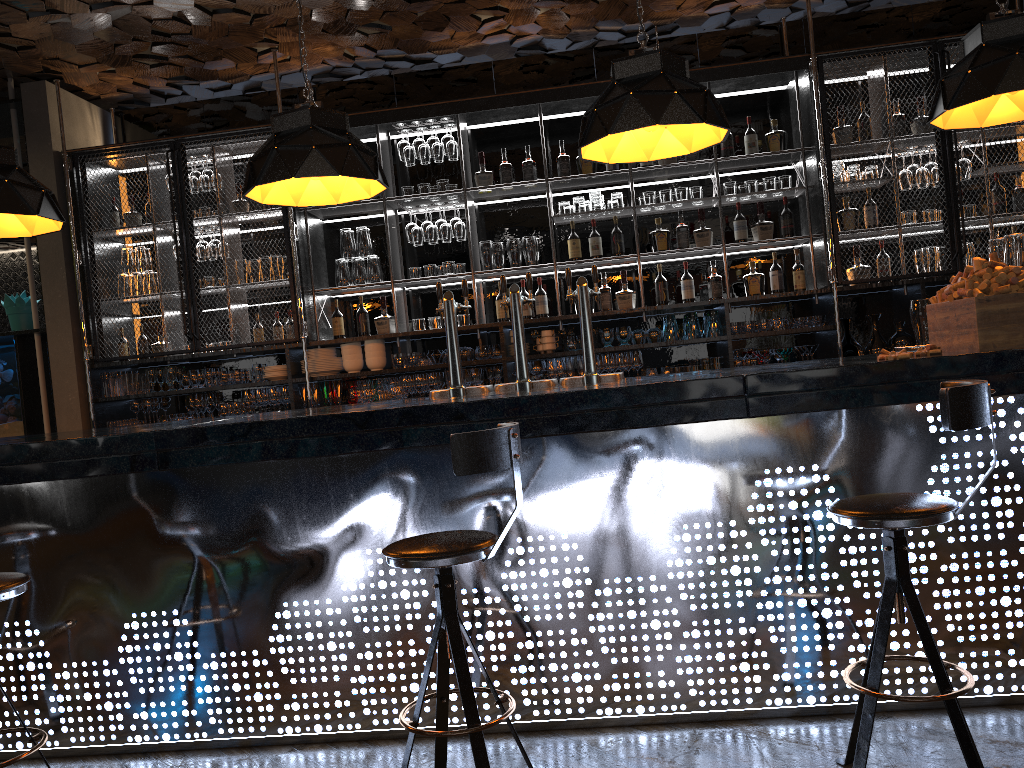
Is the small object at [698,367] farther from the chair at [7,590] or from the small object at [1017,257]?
the chair at [7,590]

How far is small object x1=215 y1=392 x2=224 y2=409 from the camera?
6.37m

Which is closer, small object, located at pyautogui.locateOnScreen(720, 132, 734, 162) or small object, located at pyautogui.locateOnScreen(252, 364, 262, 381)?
small object, located at pyautogui.locateOnScreen(720, 132, 734, 162)

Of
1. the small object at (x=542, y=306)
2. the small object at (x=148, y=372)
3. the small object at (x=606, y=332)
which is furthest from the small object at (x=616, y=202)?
the small object at (x=148, y=372)

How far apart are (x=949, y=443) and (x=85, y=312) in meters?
5.6

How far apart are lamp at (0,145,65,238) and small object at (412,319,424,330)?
2.6 meters

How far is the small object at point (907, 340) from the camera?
5.7m

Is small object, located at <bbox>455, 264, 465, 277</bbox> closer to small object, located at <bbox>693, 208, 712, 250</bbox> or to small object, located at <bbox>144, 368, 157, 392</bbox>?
small object, located at <bbox>693, 208, 712, 250</bbox>

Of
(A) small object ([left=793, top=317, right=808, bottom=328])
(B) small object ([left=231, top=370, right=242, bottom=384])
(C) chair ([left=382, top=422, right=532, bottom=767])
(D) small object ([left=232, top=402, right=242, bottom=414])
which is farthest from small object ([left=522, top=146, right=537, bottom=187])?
(C) chair ([left=382, top=422, right=532, bottom=767])

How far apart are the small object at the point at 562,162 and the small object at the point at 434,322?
1.3 meters
